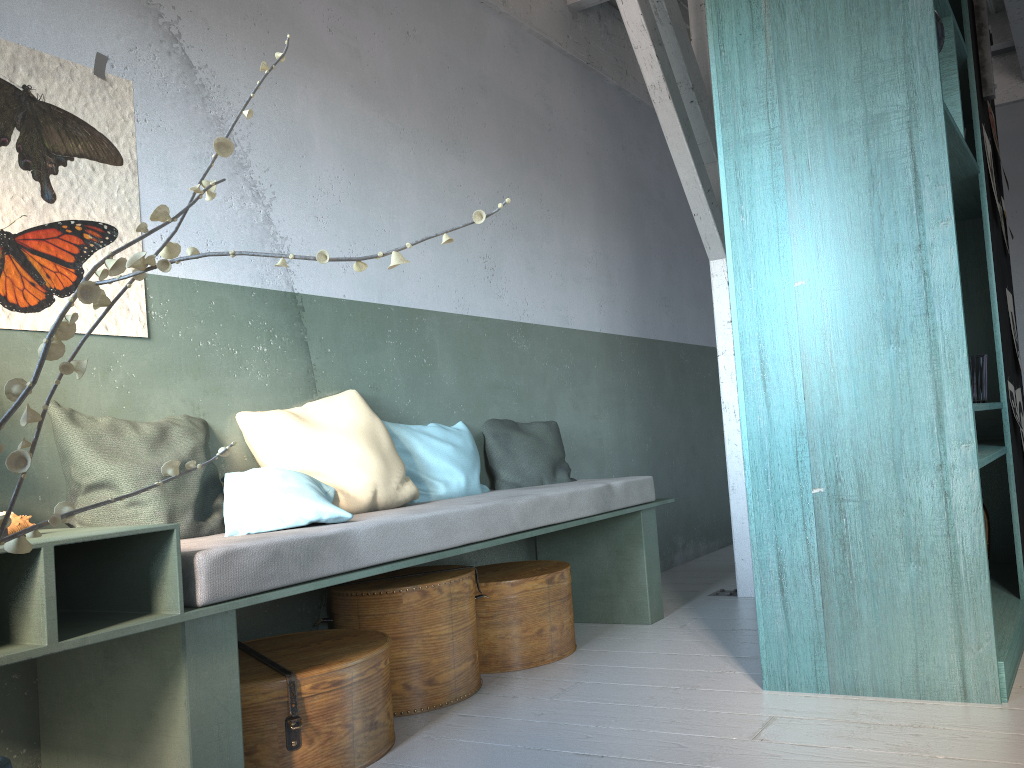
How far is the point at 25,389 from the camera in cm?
119

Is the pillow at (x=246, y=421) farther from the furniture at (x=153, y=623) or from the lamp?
the lamp

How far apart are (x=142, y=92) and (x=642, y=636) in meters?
3.5

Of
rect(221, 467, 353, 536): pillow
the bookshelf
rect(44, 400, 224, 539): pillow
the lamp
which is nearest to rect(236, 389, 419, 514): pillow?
rect(221, 467, 353, 536): pillow

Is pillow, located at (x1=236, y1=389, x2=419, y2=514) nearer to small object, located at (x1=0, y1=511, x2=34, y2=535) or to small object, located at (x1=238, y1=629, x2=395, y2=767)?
small object, located at (x1=238, y1=629, x2=395, y2=767)

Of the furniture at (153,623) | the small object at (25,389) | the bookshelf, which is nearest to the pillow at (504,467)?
the furniture at (153,623)

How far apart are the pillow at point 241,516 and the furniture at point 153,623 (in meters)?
0.06

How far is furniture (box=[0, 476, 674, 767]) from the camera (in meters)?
2.52

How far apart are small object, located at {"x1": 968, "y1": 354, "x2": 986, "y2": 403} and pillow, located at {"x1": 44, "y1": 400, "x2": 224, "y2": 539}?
3.1 meters

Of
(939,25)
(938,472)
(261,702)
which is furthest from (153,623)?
(939,25)
